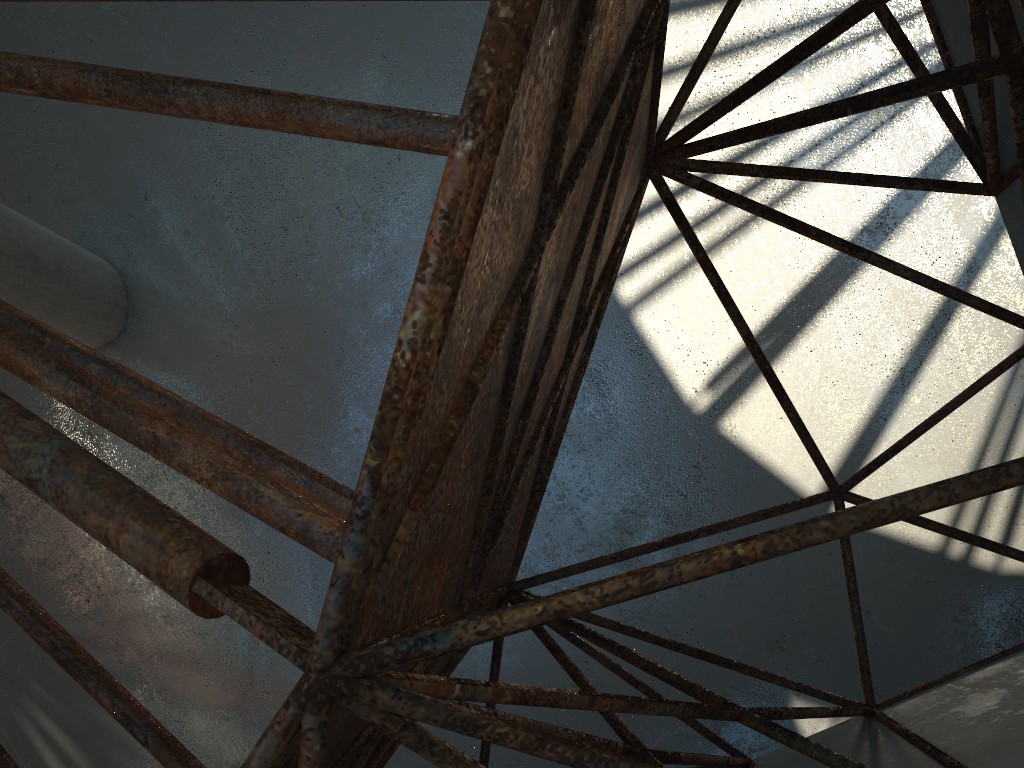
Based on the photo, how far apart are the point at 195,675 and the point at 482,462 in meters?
17.5 m

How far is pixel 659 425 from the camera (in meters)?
18.79

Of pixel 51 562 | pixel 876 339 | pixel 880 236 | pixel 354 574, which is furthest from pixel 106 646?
pixel 880 236
